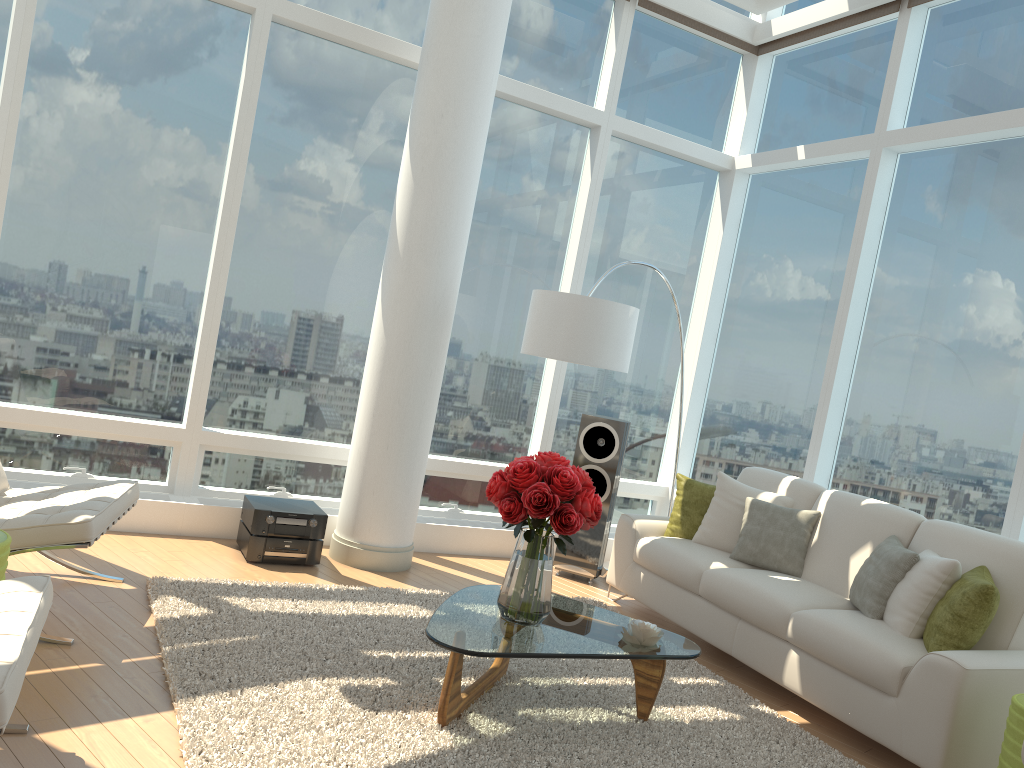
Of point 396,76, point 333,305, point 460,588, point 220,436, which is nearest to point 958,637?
point 460,588

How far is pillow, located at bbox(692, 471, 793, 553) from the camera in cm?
542

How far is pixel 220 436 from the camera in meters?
5.7 m

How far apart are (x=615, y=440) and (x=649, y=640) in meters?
2.6 m

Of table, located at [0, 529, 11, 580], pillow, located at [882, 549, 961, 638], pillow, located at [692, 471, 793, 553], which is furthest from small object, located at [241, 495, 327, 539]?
pillow, located at [882, 549, 961, 638]

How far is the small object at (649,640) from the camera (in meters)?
3.64

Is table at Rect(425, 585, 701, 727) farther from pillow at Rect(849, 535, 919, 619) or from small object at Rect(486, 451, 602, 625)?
pillow at Rect(849, 535, 919, 619)

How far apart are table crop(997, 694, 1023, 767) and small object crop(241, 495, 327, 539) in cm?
363

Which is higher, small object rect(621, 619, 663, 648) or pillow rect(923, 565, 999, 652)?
pillow rect(923, 565, 999, 652)

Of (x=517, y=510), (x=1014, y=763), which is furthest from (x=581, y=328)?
(x=1014, y=763)
